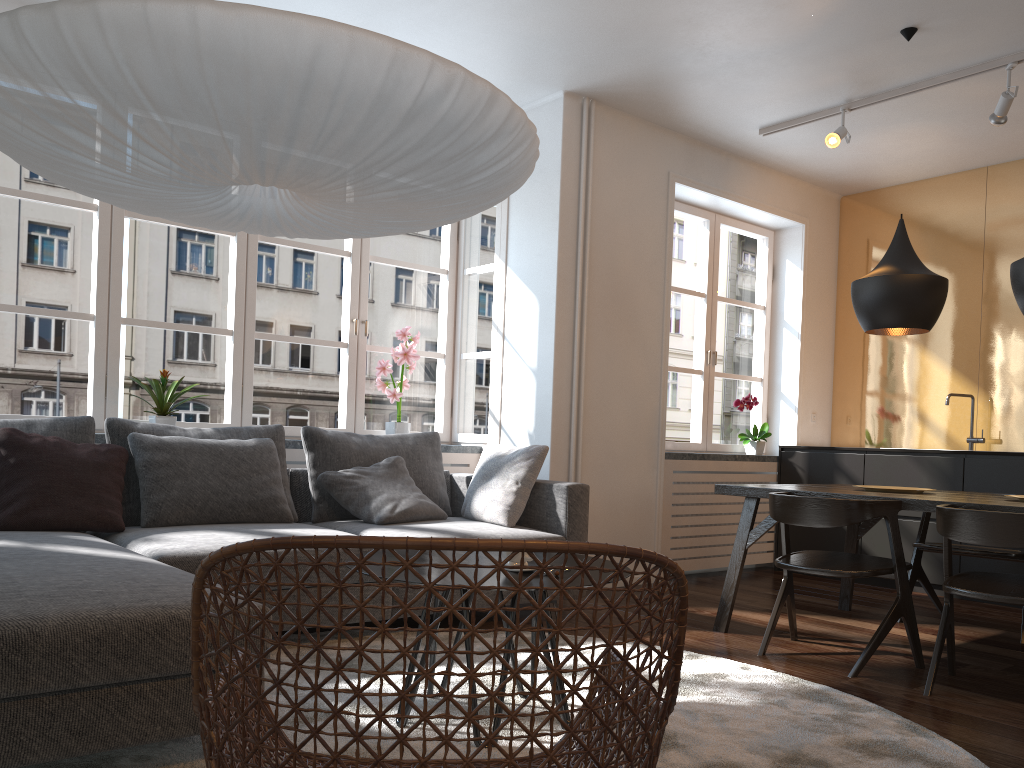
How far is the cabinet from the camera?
5.1 meters

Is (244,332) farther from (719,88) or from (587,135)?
(719,88)

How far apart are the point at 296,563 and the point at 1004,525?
2.59m

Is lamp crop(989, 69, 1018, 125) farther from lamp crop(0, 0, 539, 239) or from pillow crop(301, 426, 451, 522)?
pillow crop(301, 426, 451, 522)

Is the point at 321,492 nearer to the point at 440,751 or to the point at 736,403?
the point at 440,751

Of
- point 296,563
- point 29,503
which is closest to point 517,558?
point 296,563

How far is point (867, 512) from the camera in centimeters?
333cm

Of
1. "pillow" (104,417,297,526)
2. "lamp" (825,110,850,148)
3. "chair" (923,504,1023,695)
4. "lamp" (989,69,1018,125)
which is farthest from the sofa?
"lamp" (989,69,1018,125)

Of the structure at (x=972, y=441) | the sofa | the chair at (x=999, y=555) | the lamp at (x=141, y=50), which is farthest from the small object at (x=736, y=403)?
the lamp at (x=141, y=50)

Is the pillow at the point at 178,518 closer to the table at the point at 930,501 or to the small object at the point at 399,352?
the small object at the point at 399,352
